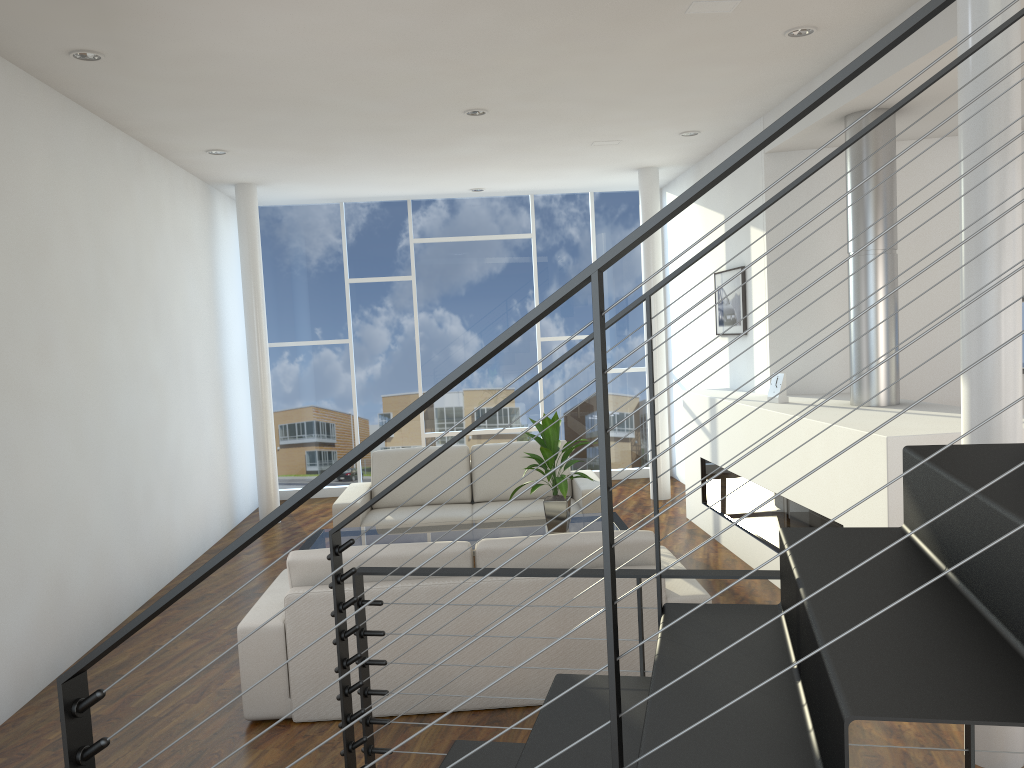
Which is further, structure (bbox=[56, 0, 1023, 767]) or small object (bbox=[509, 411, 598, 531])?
small object (bbox=[509, 411, 598, 531])

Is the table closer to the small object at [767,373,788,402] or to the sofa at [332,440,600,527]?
the sofa at [332,440,600,527]

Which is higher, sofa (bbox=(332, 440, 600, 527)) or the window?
the window

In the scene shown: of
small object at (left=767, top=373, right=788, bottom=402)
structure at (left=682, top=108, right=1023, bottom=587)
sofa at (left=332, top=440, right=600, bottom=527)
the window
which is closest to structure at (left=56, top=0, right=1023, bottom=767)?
structure at (left=682, top=108, right=1023, bottom=587)

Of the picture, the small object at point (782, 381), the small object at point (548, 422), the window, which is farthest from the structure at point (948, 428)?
the window

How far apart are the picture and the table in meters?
1.6

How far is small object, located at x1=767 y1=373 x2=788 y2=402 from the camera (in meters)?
4.54

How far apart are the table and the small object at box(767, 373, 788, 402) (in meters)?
1.02

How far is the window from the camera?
7.3 meters

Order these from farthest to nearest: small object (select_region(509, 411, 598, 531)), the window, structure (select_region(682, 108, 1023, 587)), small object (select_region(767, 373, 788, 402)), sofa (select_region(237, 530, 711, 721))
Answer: the window, small object (select_region(767, 373, 788, 402)), small object (select_region(509, 411, 598, 531)), structure (select_region(682, 108, 1023, 587)), sofa (select_region(237, 530, 711, 721))
